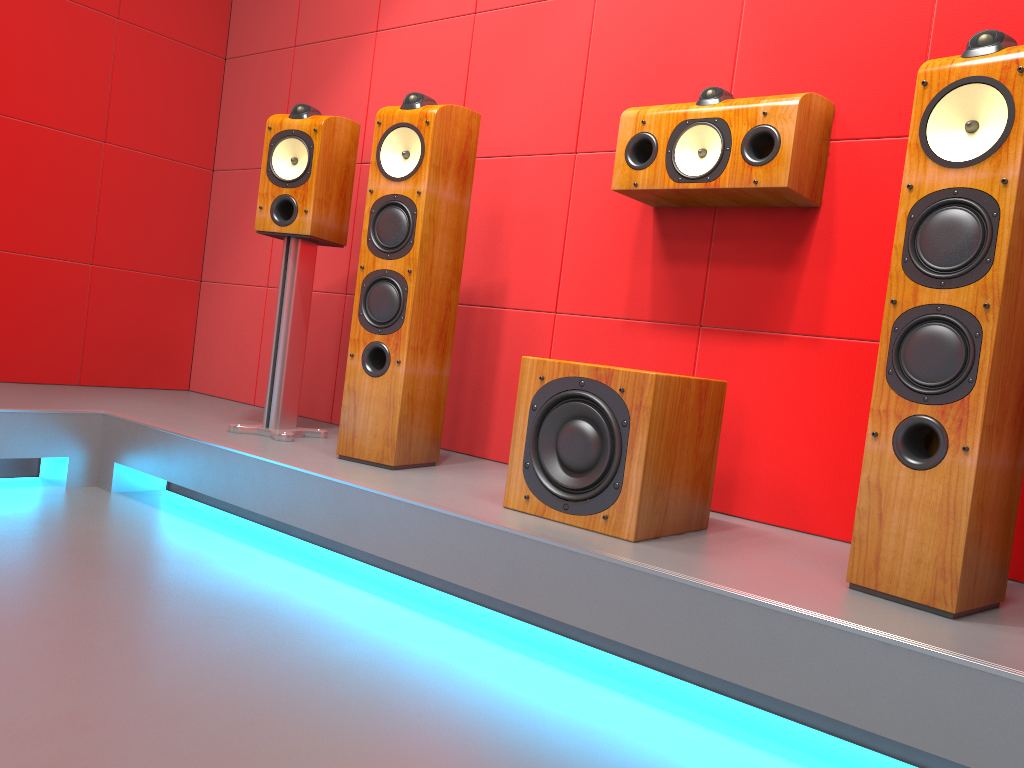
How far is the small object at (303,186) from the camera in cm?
275

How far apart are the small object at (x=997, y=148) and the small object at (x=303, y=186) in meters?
1.7 m

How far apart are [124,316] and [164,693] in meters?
2.7 m

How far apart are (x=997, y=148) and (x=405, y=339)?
1.5m

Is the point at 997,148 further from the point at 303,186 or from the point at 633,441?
the point at 303,186

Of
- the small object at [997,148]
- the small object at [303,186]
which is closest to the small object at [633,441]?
the small object at [997,148]

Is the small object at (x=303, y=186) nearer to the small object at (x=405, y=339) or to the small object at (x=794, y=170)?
the small object at (x=405, y=339)

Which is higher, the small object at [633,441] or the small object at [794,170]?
the small object at [794,170]

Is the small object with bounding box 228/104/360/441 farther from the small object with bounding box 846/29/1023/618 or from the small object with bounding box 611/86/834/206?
the small object with bounding box 846/29/1023/618

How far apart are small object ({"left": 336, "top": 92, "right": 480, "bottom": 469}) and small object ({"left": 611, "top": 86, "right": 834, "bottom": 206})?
0.5m
